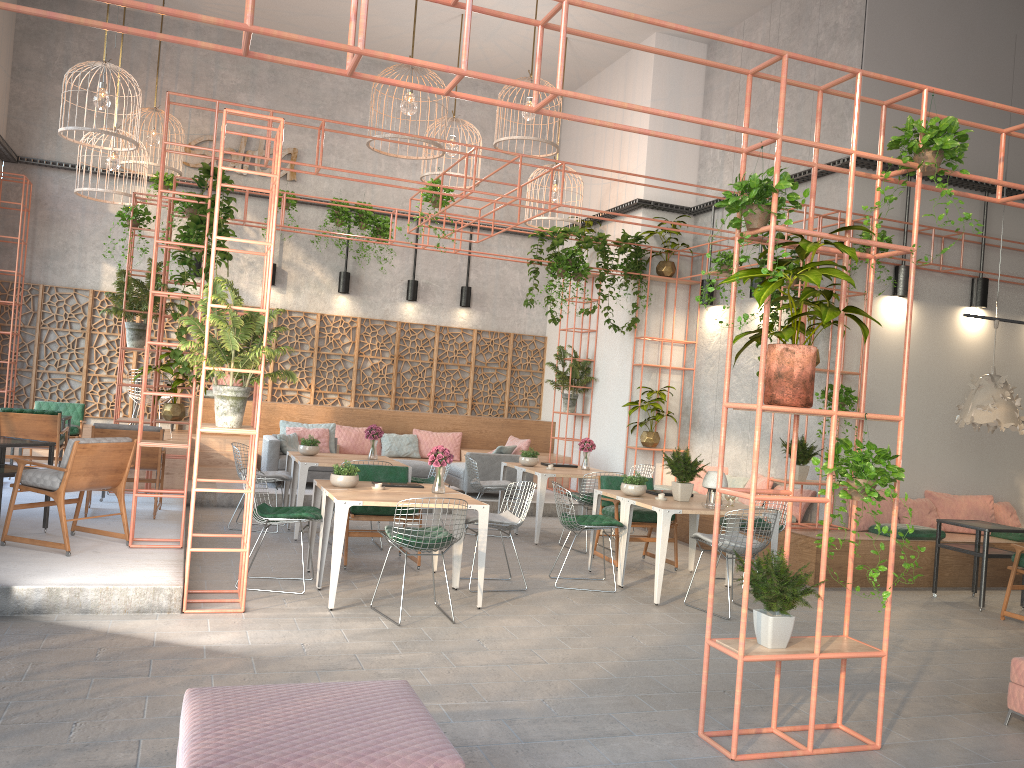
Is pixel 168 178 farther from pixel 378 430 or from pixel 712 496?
pixel 712 496

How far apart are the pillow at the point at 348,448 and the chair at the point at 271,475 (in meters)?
3.84

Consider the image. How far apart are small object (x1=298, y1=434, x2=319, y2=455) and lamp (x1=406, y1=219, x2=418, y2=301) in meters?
5.5 m

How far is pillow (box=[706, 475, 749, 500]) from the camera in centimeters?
1165cm

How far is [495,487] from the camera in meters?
10.7 m

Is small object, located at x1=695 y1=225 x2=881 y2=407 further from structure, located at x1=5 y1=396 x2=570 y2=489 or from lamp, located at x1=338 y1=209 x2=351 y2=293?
lamp, located at x1=338 y1=209 x2=351 y2=293

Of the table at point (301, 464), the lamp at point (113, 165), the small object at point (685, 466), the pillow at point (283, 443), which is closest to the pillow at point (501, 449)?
the pillow at point (283, 443)

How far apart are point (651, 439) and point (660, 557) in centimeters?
539cm

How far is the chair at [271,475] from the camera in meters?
9.8 m

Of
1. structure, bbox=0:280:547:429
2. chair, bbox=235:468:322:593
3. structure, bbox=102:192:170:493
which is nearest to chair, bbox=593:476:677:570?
chair, bbox=235:468:322:593
